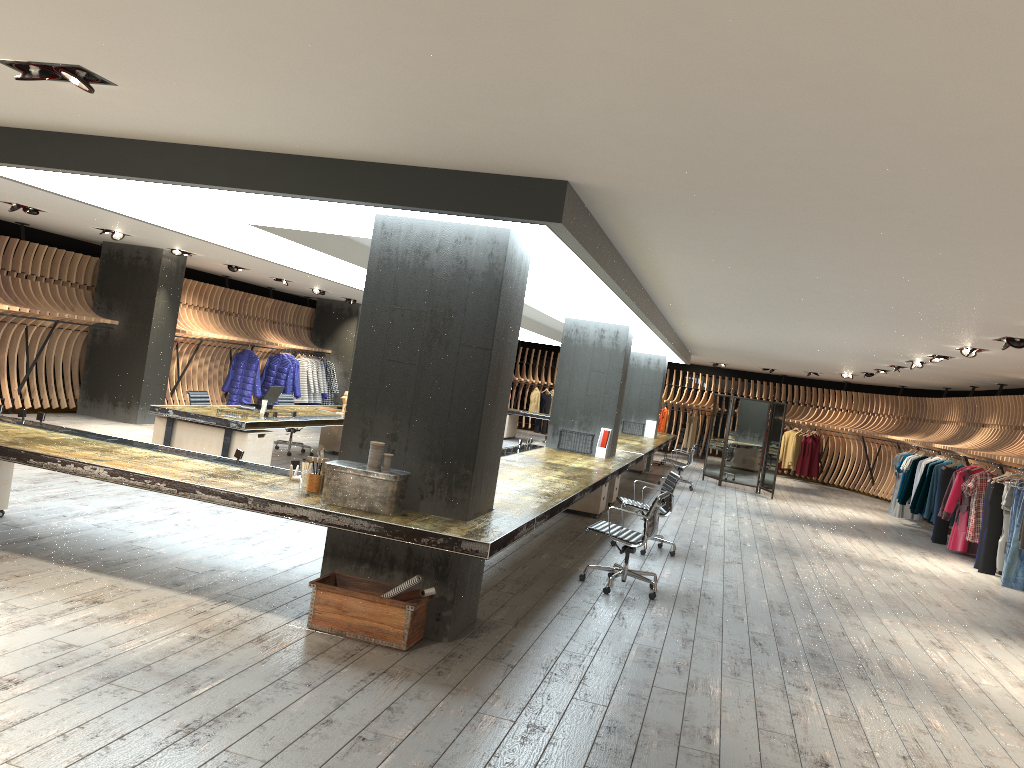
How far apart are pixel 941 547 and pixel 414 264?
11.5m

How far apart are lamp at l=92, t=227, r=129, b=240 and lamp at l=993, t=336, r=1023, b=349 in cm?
1113

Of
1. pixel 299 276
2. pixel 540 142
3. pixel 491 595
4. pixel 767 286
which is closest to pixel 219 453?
pixel 491 595

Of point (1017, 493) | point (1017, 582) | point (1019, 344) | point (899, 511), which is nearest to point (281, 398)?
point (1019, 344)

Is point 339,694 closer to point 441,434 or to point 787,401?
point 441,434

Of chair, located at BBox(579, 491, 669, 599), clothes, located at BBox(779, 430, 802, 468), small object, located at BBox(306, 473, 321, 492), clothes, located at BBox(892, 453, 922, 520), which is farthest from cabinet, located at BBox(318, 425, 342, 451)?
clothes, located at BBox(779, 430, 802, 468)

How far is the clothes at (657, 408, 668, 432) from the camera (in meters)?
25.92

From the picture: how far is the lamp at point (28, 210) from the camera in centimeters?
1073cm

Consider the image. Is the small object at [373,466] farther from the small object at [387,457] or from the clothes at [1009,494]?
the clothes at [1009,494]

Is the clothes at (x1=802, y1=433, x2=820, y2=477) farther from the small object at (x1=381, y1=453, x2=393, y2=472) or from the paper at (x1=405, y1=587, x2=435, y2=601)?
the small object at (x1=381, y1=453, x2=393, y2=472)
